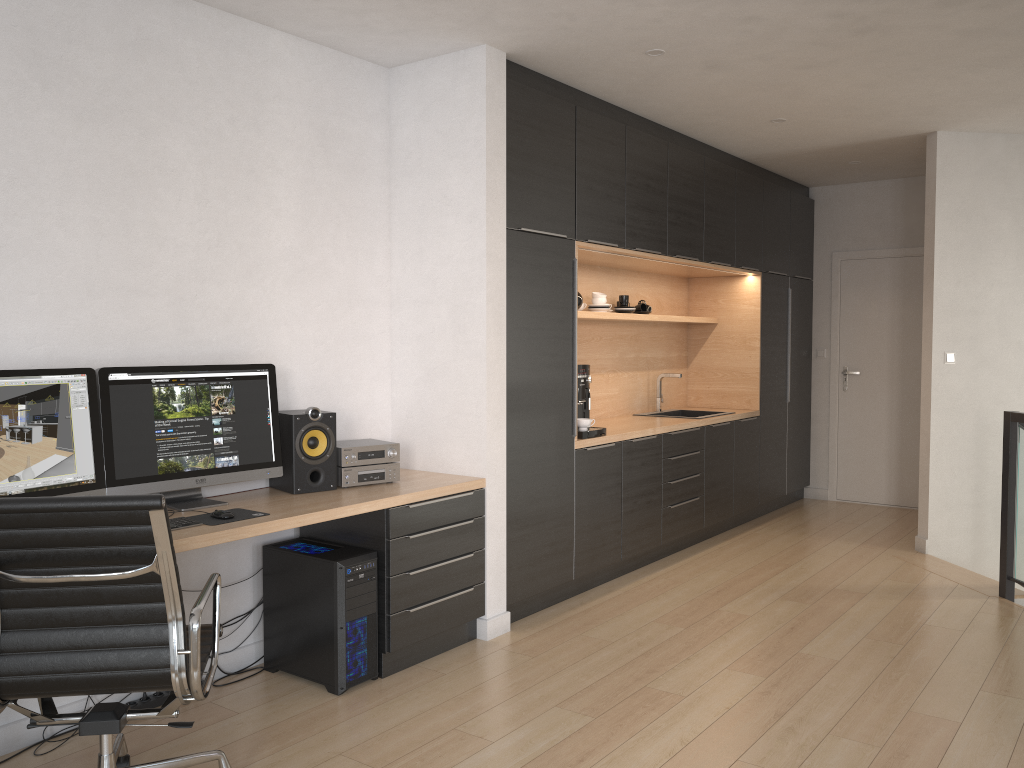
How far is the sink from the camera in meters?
6.5

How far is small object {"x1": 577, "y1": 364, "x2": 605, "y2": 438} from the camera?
4.82m

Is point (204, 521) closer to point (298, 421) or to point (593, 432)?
point (298, 421)

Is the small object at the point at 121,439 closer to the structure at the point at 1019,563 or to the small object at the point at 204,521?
the small object at the point at 204,521

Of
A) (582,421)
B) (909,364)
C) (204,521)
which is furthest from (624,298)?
(204,521)

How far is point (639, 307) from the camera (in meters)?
6.09

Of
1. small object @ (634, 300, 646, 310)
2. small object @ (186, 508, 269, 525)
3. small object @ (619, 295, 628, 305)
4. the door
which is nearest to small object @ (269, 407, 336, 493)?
small object @ (186, 508, 269, 525)

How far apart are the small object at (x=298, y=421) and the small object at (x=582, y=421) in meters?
1.6

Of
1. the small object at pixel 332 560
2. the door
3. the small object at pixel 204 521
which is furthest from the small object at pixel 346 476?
the door

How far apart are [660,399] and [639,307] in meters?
0.8 m
